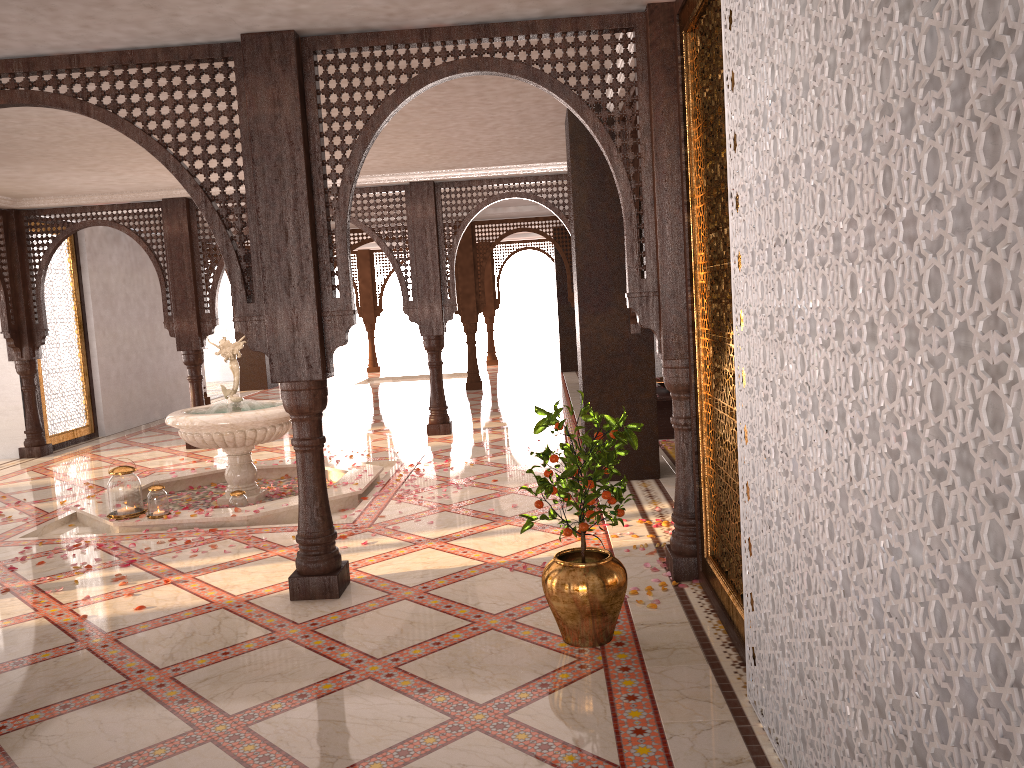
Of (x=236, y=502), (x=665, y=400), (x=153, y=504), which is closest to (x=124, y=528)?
(x=153, y=504)

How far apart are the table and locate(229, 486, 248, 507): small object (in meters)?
4.08

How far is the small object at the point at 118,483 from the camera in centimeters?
630cm

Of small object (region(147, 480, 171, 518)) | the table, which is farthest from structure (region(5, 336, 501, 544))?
the table

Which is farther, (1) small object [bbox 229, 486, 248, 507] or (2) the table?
(2) the table

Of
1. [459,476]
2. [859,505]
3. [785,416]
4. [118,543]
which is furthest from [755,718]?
[459,476]

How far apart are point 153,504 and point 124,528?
0.3m

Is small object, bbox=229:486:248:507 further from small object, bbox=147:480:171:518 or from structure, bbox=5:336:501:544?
small object, bbox=147:480:171:518

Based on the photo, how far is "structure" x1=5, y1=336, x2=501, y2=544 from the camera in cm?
628

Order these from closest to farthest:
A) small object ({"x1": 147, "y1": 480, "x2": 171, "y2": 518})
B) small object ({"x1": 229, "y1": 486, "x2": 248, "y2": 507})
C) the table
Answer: small object ({"x1": 147, "y1": 480, "x2": 171, "y2": 518}) → small object ({"x1": 229, "y1": 486, "x2": 248, "y2": 507}) → the table
